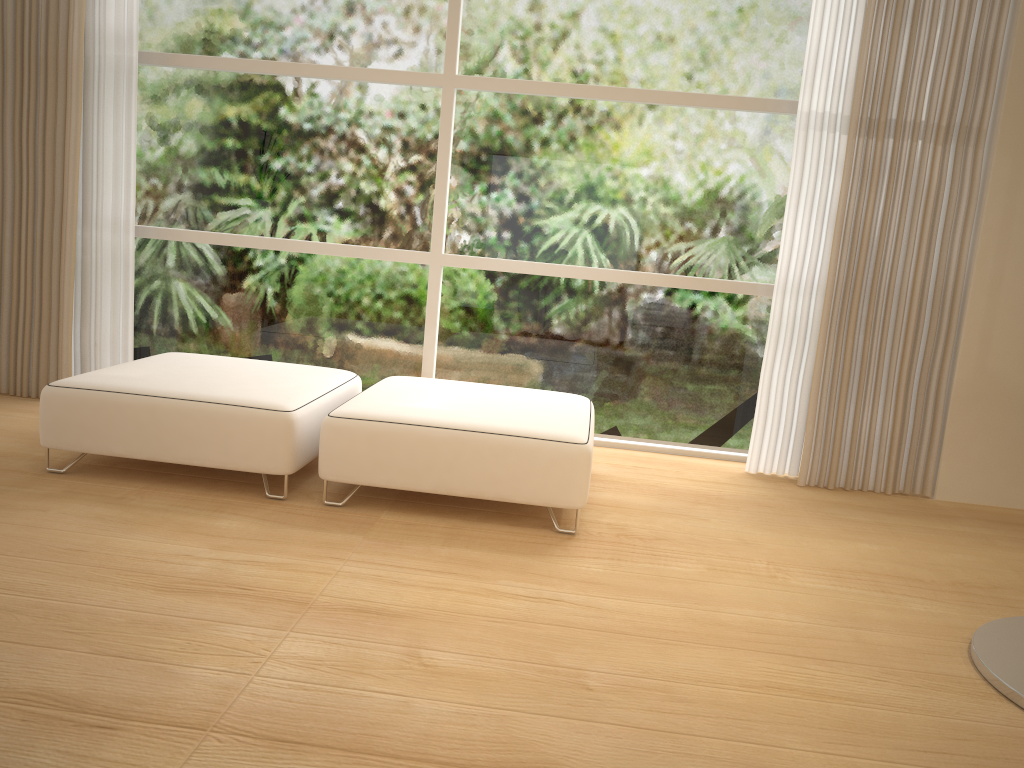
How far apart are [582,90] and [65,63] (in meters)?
2.40

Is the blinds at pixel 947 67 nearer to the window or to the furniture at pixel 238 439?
the window

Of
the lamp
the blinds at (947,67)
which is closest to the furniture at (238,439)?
the blinds at (947,67)

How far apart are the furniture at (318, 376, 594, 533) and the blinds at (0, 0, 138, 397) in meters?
1.5

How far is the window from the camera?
4.15m

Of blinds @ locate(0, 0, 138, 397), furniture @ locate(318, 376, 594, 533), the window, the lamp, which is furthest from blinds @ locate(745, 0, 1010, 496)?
blinds @ locate(0, 0, 138, 397)

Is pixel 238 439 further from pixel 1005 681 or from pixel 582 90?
pixel 1005 681

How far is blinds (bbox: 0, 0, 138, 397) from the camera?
4.11m

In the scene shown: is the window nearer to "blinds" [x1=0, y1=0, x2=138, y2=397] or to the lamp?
"blinds" [x1=0, y1=0, x2=138, y2=397]

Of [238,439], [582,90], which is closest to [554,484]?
[238,439]
